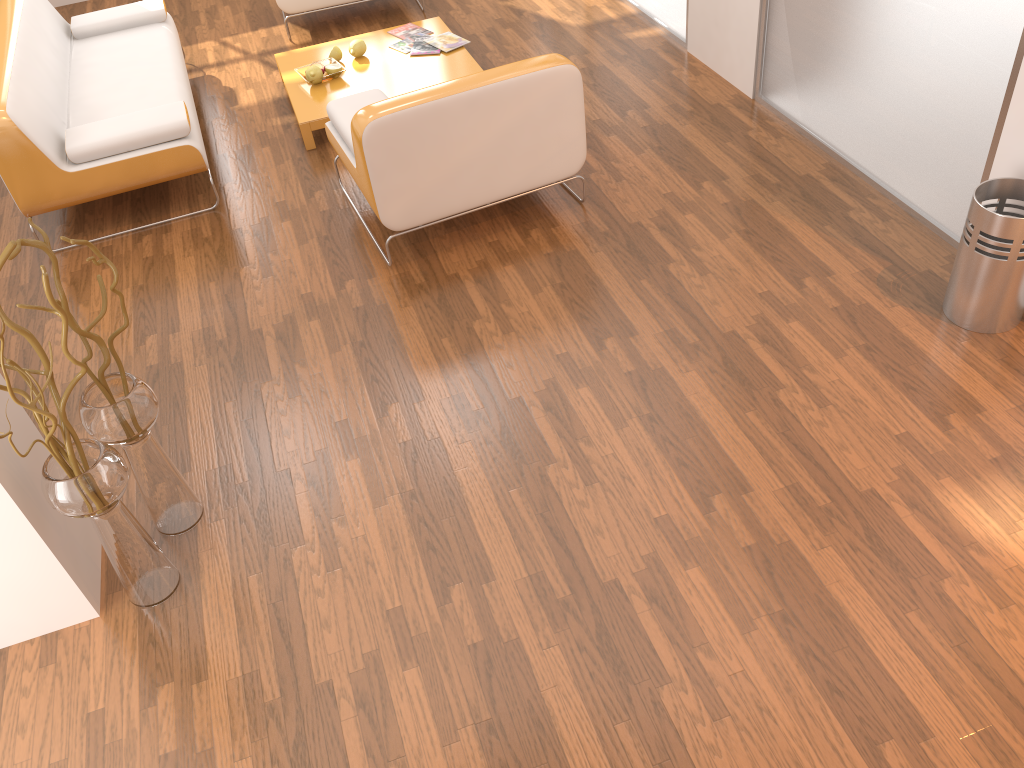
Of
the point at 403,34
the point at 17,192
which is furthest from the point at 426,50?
the point at 17,192

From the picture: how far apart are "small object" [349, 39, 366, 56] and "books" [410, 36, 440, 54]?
0.28m

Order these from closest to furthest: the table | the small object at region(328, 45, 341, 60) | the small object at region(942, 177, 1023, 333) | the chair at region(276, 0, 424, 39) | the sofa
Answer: the small object at region(942, 177, 1023, 333)
the sofa
the table
the small object at region(328, 45, 341, 60)
the chair at region(276, 0, 424, 39)

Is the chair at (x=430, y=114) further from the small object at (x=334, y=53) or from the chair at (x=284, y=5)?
the chair at (x=284, y=5)

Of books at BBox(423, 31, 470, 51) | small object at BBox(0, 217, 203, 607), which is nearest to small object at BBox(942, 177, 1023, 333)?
small object at BBox(0, 217, 203, 607)

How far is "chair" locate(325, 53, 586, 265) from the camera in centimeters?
328cm

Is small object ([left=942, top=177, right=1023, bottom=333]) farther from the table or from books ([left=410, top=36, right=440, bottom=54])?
books ([left=410, top=36, right=440, bottom=54])

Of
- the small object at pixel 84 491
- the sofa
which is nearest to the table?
the sofa

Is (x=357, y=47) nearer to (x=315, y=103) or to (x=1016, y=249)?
(x=315, y=103)

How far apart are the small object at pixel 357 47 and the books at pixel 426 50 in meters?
0.3
